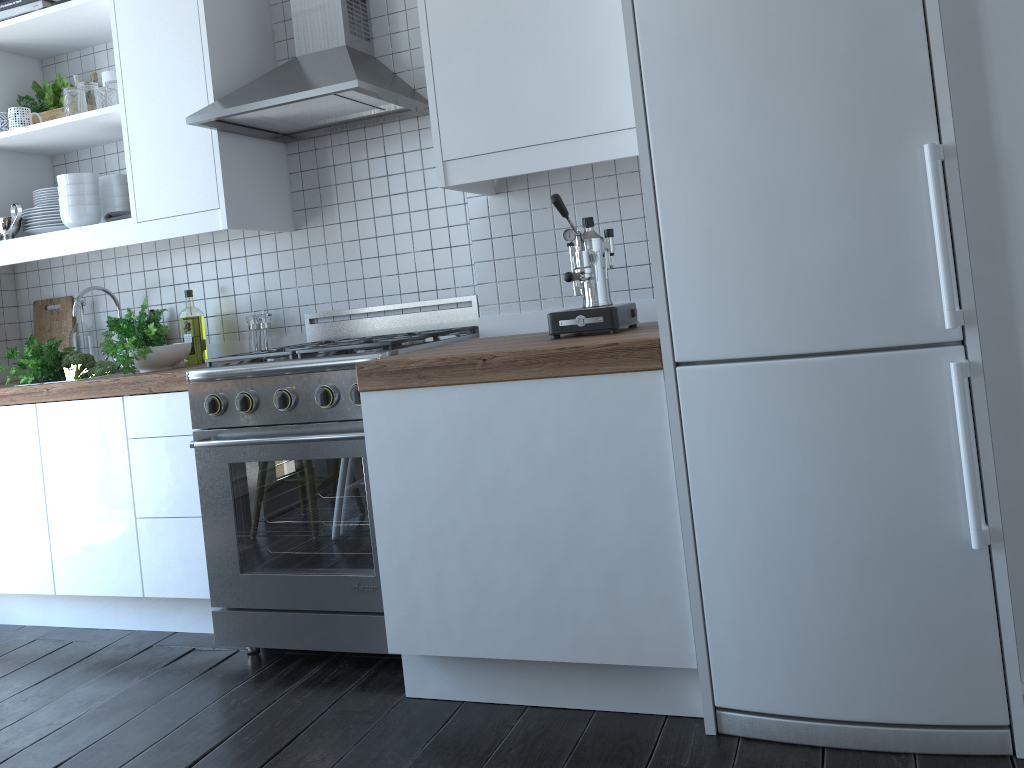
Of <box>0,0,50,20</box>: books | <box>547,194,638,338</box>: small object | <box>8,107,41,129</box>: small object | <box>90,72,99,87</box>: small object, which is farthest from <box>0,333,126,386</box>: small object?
<box>547,194,638,338</box>: small object

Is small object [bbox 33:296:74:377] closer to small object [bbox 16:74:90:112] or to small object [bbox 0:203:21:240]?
small object [bbox 0:203:21:240]

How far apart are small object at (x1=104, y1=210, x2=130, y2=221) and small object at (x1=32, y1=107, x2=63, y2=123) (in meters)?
0.57

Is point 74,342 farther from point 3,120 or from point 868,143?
point 868,143

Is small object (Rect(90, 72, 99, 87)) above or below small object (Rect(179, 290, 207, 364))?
above

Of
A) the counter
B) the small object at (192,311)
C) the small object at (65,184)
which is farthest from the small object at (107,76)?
the counter

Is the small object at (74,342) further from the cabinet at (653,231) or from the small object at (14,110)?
the small object at (14,110)

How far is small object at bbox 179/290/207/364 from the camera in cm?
331

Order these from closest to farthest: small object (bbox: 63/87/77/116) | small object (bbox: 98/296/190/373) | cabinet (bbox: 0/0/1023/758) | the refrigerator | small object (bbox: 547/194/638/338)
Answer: the refrigerator → cabinet (bbox: 0/0/1023/758) → small object (bbox: 547/194/638/338) → small object (bbox: 98/296/190/373) → small object (bbox: 63/87/77/116)

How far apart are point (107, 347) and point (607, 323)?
1.8 meters
